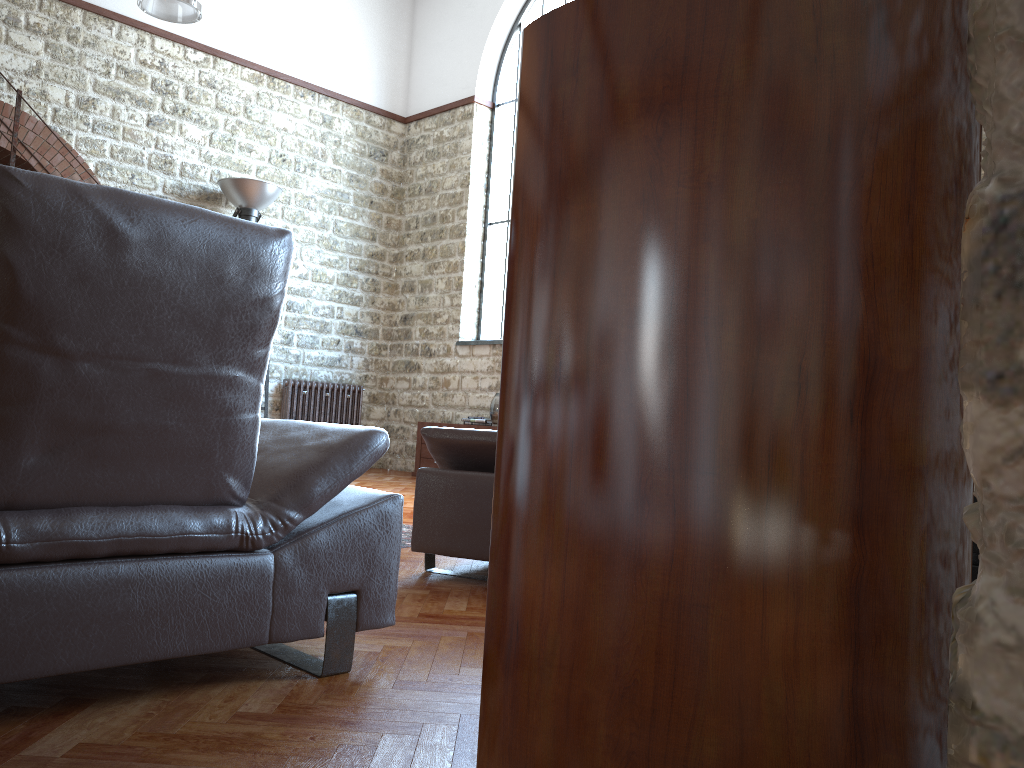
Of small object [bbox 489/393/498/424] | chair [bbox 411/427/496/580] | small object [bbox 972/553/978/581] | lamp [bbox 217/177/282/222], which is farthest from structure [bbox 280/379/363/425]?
small object [bbox 972/553/978/581]

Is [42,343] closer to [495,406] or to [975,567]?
[975,567]

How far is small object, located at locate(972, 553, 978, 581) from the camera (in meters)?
1.63

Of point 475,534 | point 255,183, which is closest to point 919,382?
point 475,534

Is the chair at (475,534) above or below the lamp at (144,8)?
below

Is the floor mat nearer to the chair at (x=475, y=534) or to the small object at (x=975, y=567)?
the chair at (x=475, y=534)

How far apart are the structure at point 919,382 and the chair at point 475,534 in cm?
252

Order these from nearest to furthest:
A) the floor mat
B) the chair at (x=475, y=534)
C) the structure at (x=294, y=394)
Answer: the chair at (x=475, y=534) < the floor mat < the structure at (x=294, y=394)

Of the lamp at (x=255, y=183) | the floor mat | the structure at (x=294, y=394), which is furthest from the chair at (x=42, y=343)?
the structure at (x=294, y=394)

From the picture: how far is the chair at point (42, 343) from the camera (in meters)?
1.65
